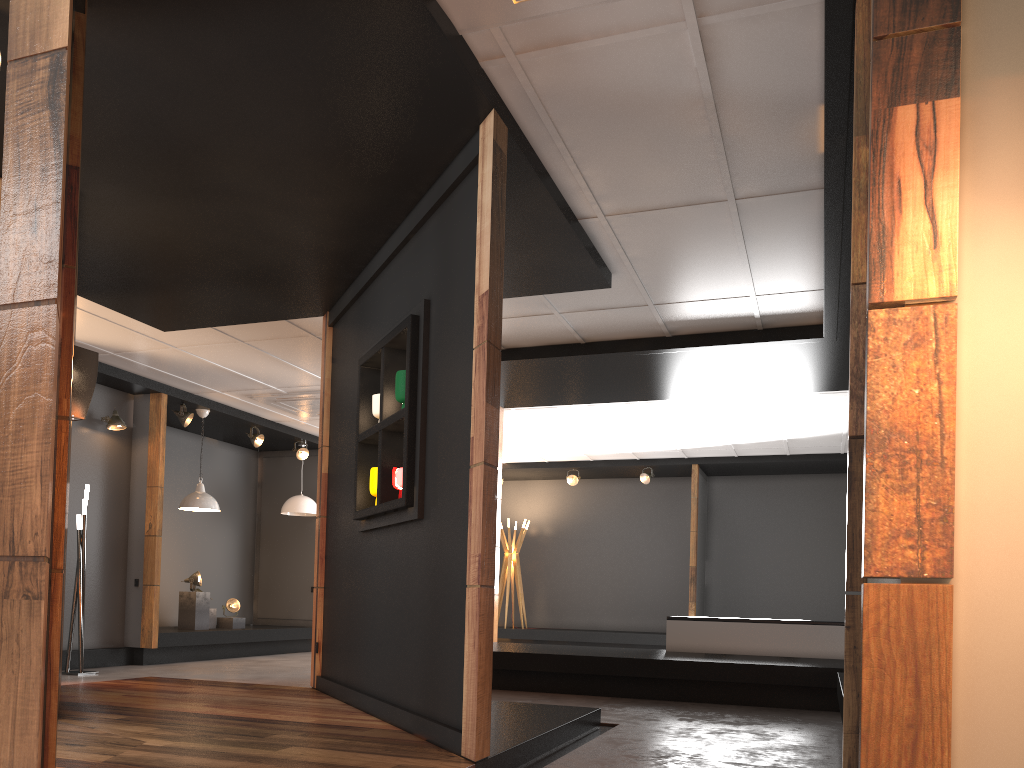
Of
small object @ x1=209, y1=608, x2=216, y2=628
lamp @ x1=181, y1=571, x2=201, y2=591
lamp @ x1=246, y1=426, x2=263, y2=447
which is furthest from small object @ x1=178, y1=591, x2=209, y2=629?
lamp @ x1=246, y1=426, x2=263, y2=447

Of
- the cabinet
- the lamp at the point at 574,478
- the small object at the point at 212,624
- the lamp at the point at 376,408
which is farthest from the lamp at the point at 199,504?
the lamp at the point at 574,478

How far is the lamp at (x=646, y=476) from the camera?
13.2m

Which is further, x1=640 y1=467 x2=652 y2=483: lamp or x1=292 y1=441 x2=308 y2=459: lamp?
x1=640 y1=467 x2=652 y2=483: lamp

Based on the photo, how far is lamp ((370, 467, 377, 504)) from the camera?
5.1m

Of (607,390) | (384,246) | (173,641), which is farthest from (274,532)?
(384,246)

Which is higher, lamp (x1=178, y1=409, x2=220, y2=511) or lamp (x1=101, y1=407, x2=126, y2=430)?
lamp (x1=101, y1=407, x2=126, y2=430)

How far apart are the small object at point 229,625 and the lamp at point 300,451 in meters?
2.2 m

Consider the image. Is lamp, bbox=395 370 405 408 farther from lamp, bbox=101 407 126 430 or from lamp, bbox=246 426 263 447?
lamp, bbox=246 426 263 447

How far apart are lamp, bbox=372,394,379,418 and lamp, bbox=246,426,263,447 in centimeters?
618cm
